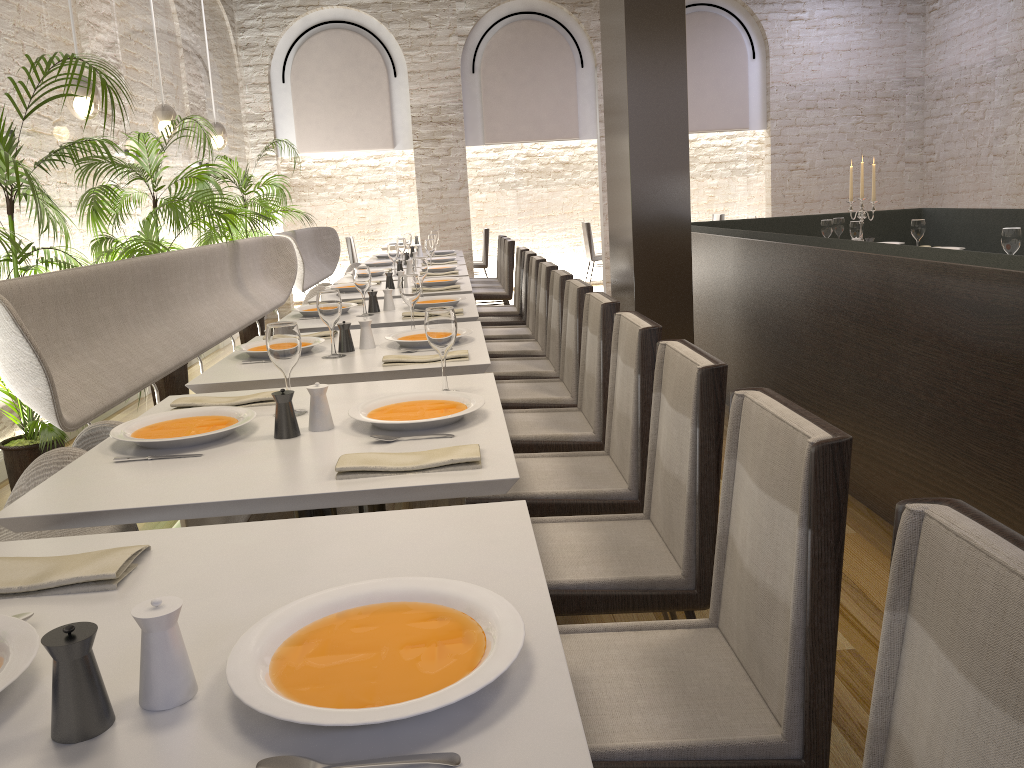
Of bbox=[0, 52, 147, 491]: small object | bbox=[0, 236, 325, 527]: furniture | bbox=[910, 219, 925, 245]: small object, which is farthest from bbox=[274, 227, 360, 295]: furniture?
bbox=[910, 219, 925, 245]: small object

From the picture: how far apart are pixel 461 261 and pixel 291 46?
4.5m

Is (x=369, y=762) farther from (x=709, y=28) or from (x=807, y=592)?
(x=709, y=28)

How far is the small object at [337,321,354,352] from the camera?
3.1m

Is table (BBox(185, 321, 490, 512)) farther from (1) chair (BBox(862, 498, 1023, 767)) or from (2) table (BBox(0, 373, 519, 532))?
(1) chair (BBox(862, 498, 1023, 767))

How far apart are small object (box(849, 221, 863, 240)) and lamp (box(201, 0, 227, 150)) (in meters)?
5.04

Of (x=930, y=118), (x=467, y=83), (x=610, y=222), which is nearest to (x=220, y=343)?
(x=467, y=83)

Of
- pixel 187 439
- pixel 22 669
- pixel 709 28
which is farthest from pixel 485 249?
pixel 22 669

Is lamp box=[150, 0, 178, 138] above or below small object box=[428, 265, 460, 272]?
above

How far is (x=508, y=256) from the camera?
7.7m
